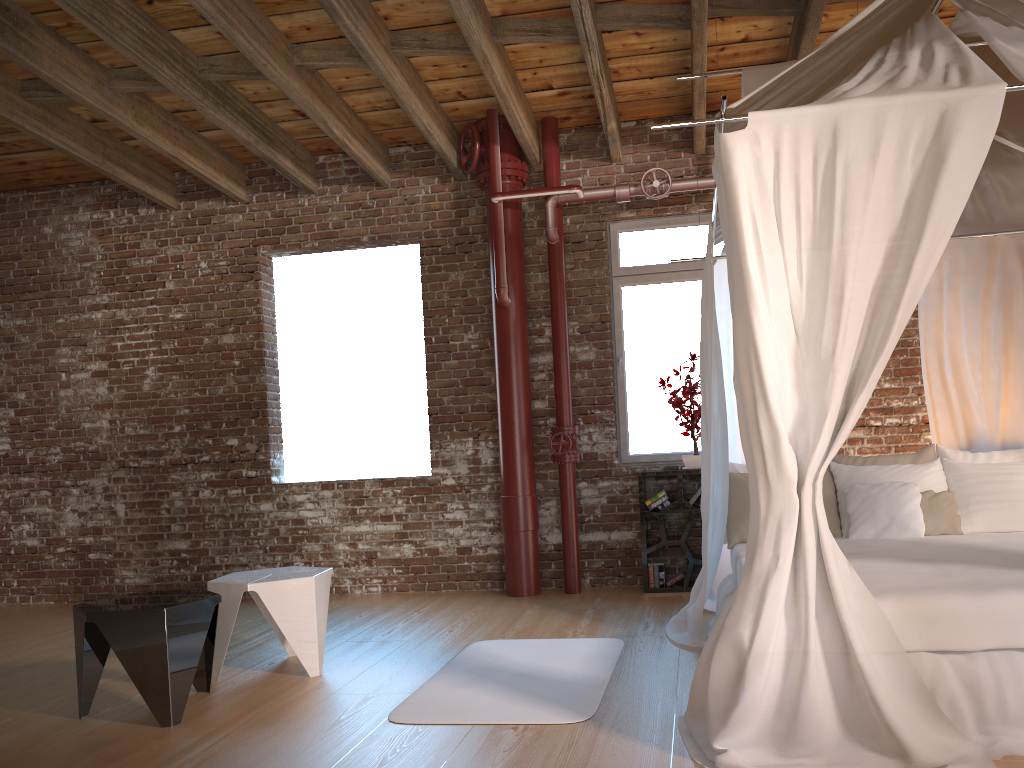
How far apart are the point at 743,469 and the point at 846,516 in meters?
0.6

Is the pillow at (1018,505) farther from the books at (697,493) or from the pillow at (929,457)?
the books at (697,493)

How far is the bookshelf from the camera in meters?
6.0

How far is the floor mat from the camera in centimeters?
342cm

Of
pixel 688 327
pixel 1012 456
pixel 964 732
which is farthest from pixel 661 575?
pixel 964 732

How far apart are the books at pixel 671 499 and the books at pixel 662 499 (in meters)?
0.04

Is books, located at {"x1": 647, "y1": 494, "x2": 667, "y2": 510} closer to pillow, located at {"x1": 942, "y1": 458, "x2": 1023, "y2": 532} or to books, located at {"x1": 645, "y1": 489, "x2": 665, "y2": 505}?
books, located at {"x1": 645, "y1": 489, "x2": 665, "y2": 505}

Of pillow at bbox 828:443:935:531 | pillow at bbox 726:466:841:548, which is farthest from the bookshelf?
pillow at bbox 828:443:935:531

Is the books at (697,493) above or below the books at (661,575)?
above

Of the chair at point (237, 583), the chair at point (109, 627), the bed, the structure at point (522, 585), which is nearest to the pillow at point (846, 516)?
the bed
